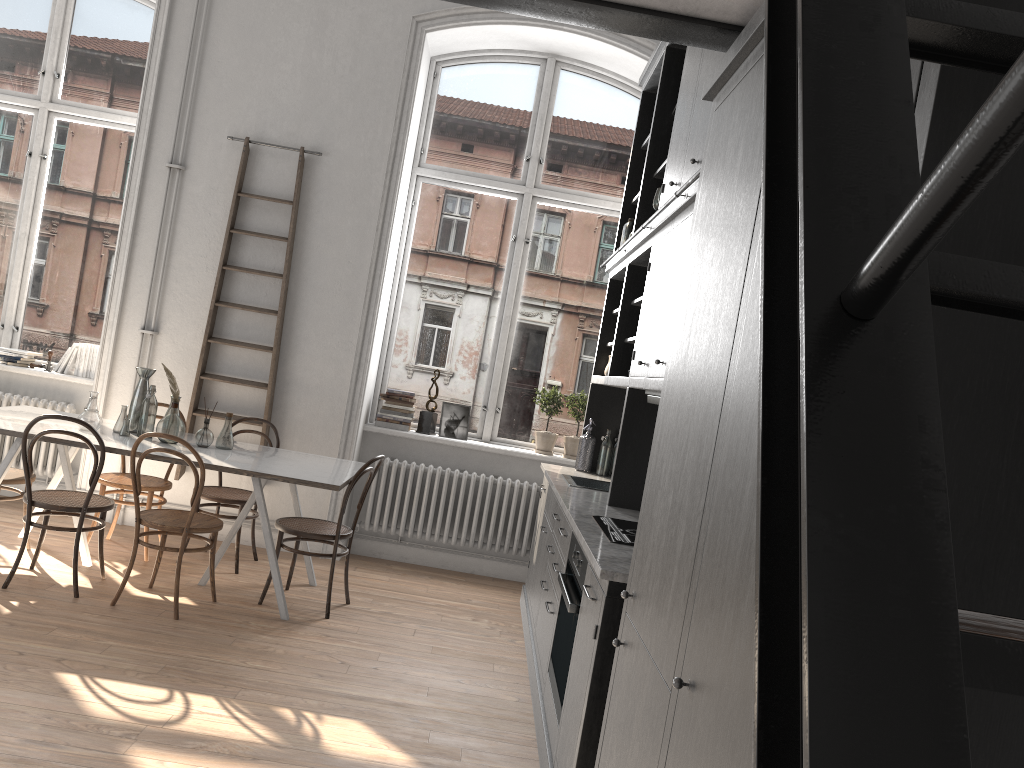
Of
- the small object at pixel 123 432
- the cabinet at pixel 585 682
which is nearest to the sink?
the cabinet at pixel 585 682

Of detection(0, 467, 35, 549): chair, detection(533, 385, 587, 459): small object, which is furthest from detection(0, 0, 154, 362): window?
detection(533, 385, 587, 459): small object

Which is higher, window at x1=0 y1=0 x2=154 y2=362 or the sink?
window at x1=0 y1=0 x2=154 y2=362

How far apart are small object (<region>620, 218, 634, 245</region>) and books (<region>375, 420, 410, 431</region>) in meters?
2.1 m

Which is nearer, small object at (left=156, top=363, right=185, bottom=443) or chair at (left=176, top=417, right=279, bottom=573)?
small object at (left=156, top=363, right=185, bottom=443)

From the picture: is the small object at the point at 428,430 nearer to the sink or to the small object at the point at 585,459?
the small object at the point at 585,459

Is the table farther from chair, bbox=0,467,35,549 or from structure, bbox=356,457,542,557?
structure, bbox=356,457,542,557

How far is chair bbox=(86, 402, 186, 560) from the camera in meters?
5.3 m

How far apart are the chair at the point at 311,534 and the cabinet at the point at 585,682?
0.96m

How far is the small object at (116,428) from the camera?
5.07m
